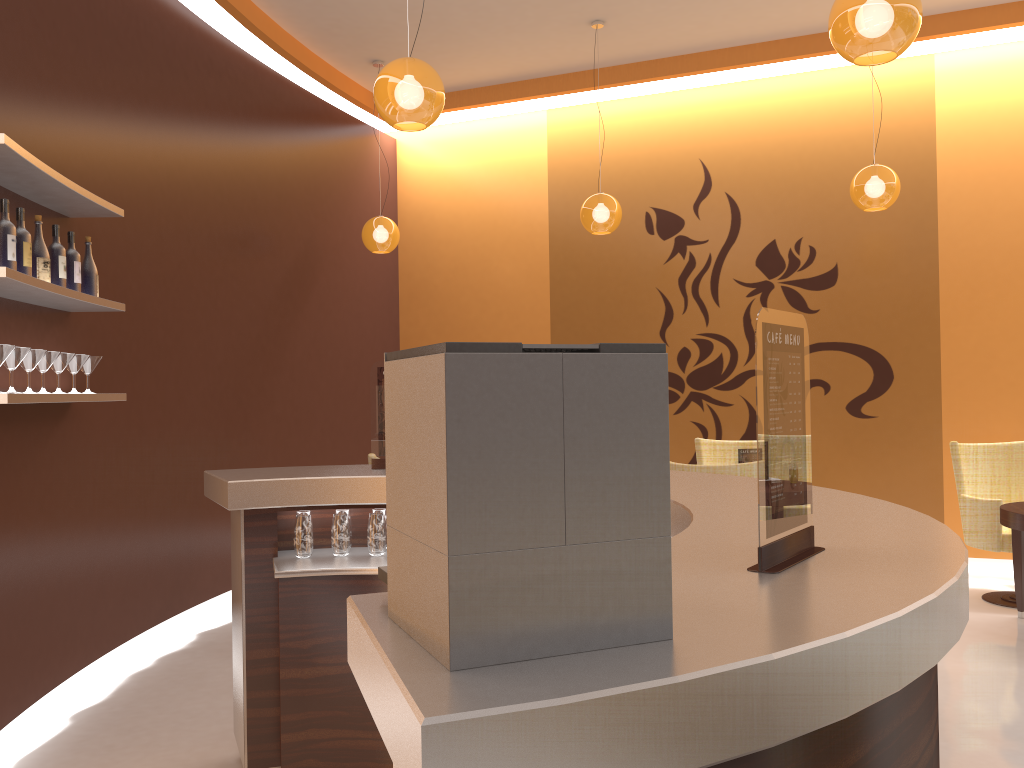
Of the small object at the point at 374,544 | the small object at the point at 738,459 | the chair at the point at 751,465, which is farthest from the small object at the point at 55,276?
the small object at the point at 738,459

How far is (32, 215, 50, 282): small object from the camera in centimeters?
356cm

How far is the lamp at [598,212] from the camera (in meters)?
6.15

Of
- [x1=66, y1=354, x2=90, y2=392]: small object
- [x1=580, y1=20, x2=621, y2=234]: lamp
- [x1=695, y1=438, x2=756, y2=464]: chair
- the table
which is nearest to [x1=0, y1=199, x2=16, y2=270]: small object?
[x1=66, y1=354, x2=90, y2=392]: small object

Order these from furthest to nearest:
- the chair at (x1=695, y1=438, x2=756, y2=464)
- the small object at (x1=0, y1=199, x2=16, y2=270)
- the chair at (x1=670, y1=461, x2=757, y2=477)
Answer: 1. the chair at (x1=695, y1=438, x2=756, y2=464)
2. the chair at (x1=670, y1=461, x2=757, y2=477)
3. the small object at (x1=0, y1=199, x2=16, y2=270)

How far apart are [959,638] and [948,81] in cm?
647

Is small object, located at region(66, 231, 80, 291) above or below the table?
above

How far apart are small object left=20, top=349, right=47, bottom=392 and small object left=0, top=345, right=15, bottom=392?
0.27m

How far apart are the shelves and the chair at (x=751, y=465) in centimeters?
279cm

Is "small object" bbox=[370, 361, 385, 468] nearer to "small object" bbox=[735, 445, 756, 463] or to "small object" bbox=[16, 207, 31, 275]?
"small object" bbox=[16, 207, 31, 275]
